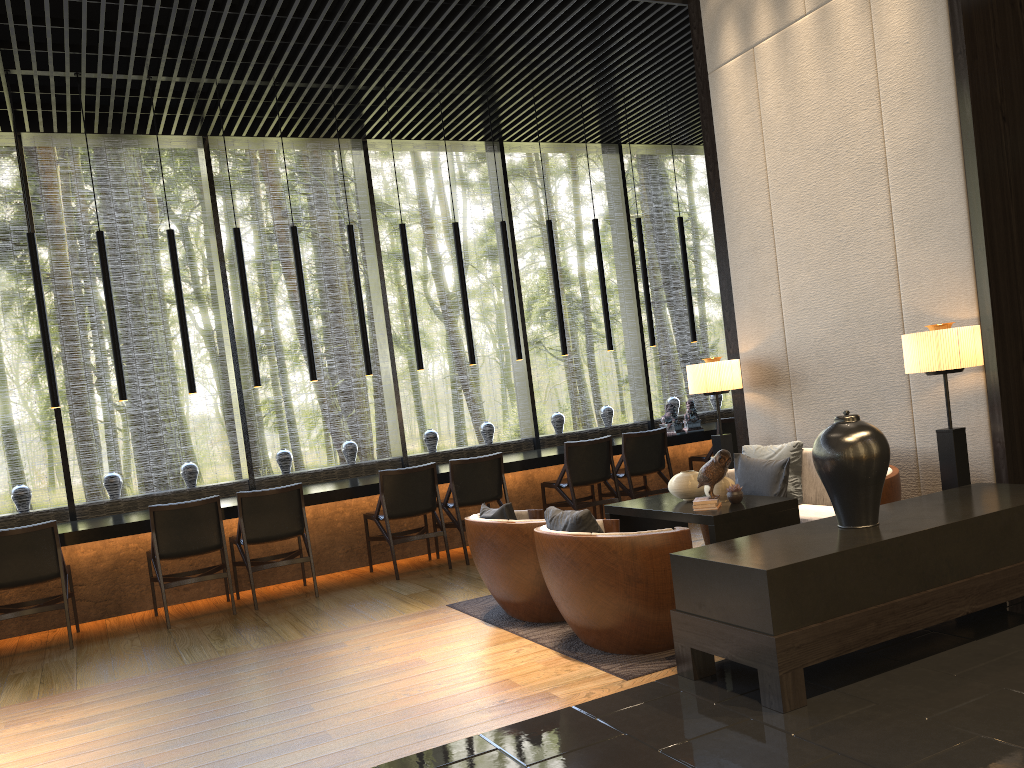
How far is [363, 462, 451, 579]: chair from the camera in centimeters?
664cm

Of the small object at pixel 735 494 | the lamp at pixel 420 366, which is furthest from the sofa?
the lamp at pixel 420 366

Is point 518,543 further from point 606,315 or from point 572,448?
point 606,315

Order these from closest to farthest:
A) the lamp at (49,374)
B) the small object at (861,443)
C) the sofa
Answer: the small object at (861,443), the sofa, the lamp at (49,374)

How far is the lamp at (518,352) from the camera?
8.1m

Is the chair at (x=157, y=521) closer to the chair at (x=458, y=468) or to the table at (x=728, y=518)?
the chair at (x=458, y=468)

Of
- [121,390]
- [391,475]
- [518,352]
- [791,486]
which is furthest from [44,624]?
[791,486]

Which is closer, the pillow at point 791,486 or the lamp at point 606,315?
the pillow at point 791,486

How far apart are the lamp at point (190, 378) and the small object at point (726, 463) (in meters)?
4.07

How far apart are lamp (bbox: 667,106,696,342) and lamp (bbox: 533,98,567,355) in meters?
1.5 m
